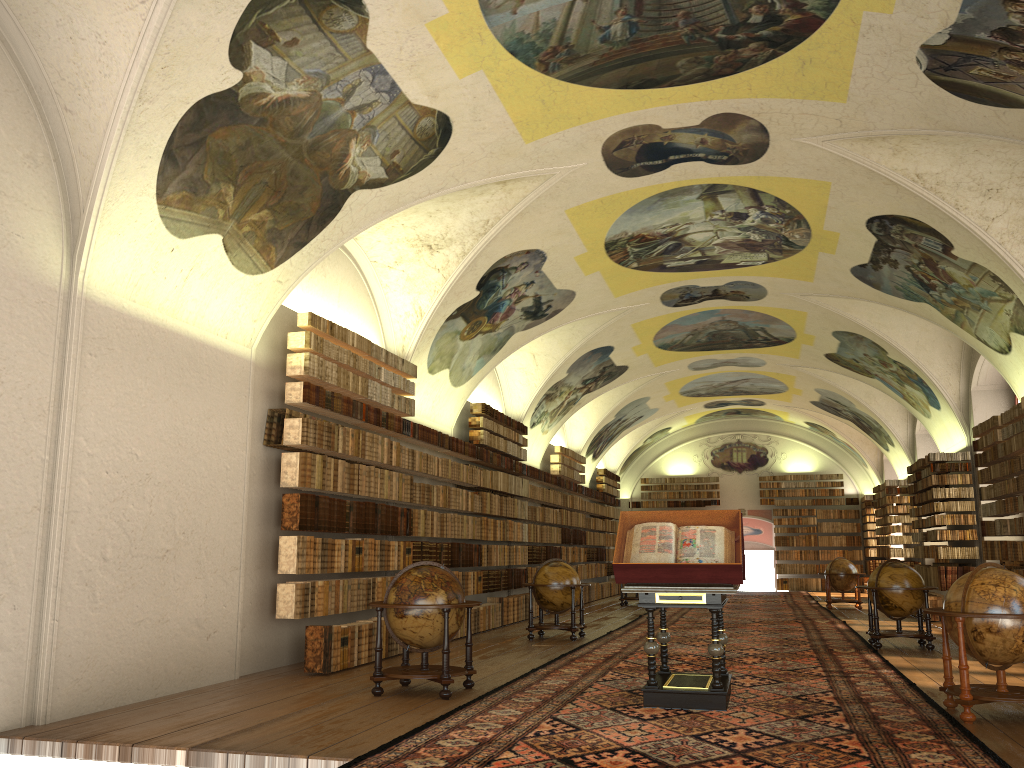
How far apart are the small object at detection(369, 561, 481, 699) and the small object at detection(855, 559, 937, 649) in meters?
7.7 m

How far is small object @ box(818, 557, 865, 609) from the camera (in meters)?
24.72

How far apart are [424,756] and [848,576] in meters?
20.9

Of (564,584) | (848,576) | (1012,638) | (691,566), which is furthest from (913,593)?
(848,576)

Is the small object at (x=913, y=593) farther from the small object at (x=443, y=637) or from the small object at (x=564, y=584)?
the small object at (x=443, y=637)

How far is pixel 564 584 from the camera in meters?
15.9

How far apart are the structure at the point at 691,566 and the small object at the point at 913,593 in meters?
5.9 m

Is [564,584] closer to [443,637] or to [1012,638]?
[443,637]

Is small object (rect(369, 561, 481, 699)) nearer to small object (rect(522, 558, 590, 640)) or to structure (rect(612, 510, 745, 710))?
structure (rect(612, 510, 745, 710))

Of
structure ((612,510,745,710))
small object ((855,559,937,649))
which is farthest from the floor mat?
small object ((855,559,937,649))
